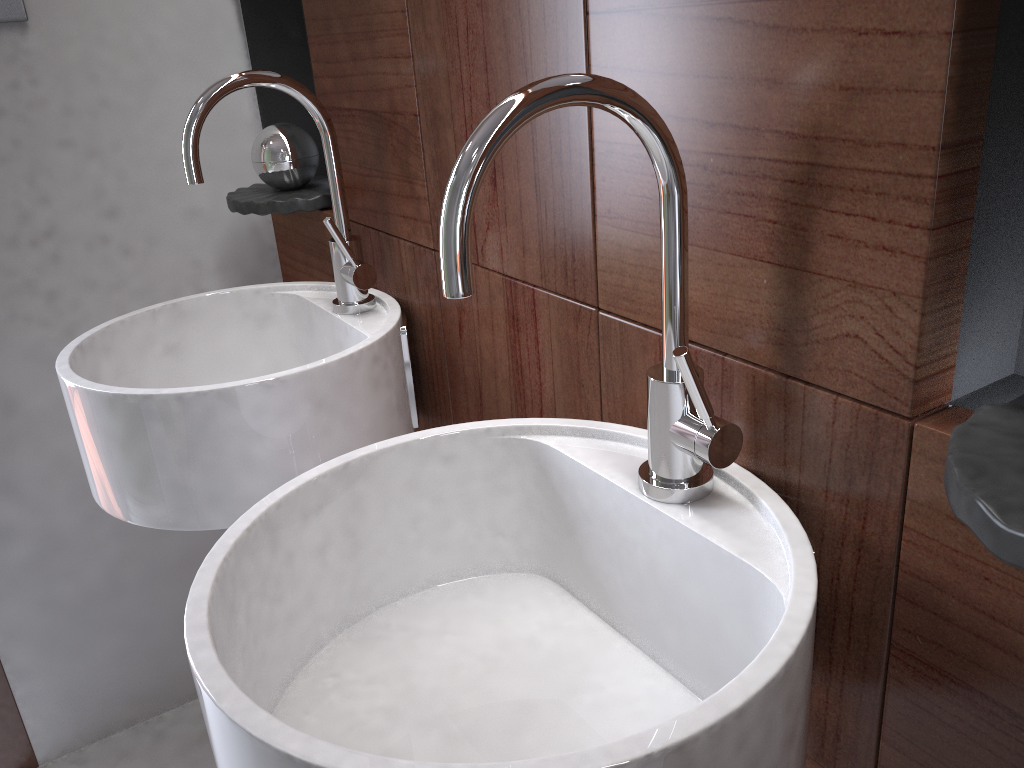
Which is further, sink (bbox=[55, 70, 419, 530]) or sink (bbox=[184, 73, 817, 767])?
sink (bbox=[55, 70, 419, 530])

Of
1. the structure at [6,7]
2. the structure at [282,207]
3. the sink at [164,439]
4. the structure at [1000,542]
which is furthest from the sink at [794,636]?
the structure at [6,7]

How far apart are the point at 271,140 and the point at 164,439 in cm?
58

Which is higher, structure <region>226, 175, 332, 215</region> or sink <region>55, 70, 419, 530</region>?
structure <region>226, 175, 332, 215</region>

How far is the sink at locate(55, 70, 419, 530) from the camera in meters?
0.9

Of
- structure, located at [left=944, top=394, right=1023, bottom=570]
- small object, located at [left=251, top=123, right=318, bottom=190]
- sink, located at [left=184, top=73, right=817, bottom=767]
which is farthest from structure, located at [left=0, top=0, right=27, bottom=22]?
structure, located at [left=944, top=394, right=1023, bottom=570]

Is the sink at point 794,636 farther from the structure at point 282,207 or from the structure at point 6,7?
the structure at point 6,7

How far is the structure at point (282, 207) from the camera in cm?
132

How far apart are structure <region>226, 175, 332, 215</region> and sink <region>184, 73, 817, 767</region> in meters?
0.7 m

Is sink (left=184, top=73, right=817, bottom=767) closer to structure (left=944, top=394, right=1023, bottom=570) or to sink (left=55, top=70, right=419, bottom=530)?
structure (left=944, top=394, right=1023, bottom=570)
